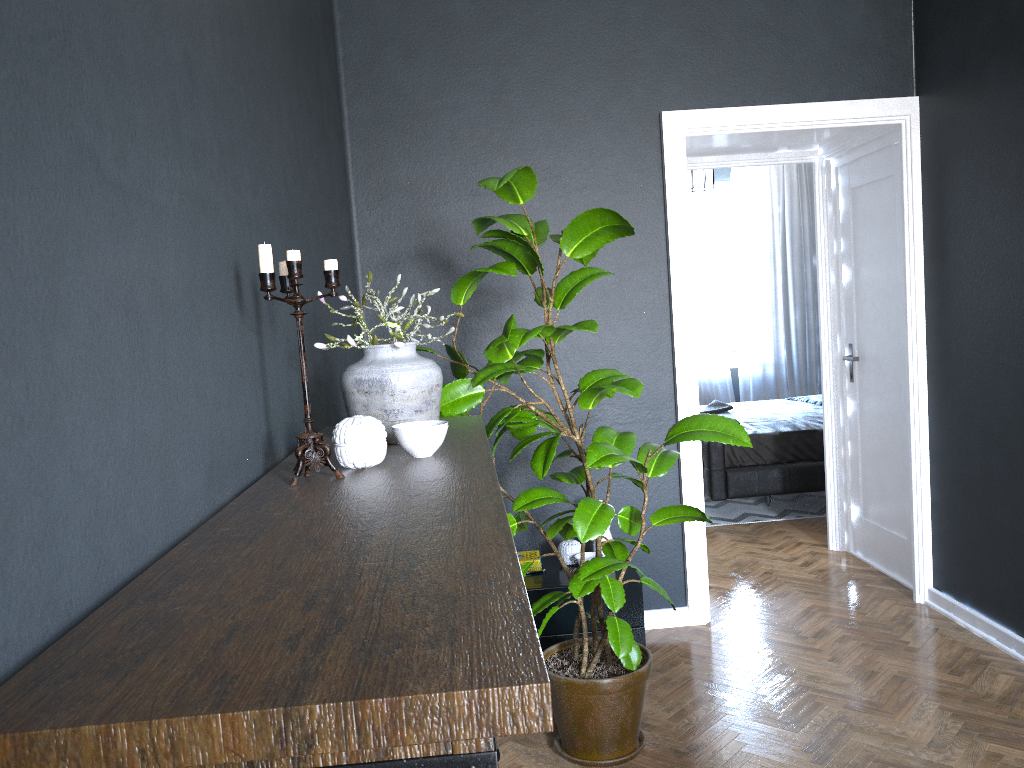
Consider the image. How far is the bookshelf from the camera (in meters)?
0.65

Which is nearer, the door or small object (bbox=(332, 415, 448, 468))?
small object (bbox=(332, 415, 448, 468))

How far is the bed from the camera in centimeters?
578cm

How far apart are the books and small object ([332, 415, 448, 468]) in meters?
1.9

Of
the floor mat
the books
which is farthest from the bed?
the books

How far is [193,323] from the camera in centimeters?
142cm

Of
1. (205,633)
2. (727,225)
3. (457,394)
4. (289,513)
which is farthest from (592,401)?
(727,225)

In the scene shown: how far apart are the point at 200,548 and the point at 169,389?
0.3m

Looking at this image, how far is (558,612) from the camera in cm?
345

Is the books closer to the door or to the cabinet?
the cabinet
